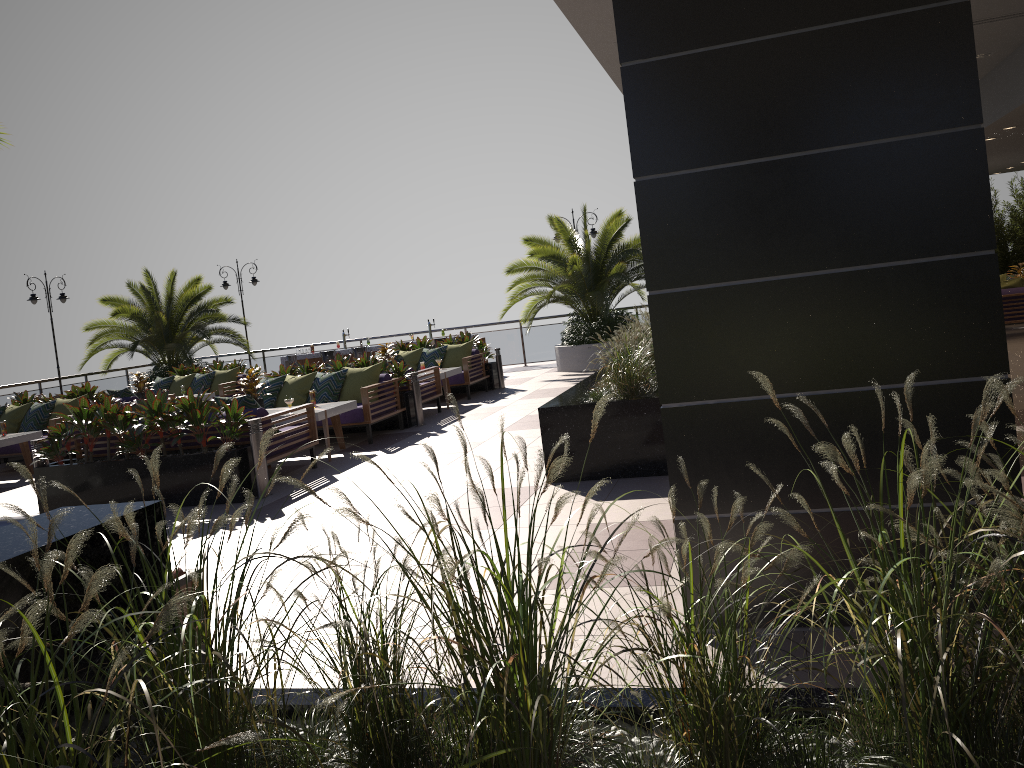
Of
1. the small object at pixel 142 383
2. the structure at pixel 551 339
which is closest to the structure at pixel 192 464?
the structure at pixel 551 339

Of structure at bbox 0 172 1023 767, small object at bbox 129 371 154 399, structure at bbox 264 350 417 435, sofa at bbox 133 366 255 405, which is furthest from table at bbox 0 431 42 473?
structure at bbox 0 172 1023 767

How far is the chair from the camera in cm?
306

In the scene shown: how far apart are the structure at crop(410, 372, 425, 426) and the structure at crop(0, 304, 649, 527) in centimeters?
839cm

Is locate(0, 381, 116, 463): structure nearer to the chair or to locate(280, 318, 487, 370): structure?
locate(280, 318, 487, 370): structure

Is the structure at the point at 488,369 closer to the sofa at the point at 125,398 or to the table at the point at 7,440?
the sofa at the point at 125,398

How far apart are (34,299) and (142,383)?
5.15m

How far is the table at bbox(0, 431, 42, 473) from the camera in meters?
10.9

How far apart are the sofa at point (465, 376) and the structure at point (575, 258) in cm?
203

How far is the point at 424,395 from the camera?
12.42m
